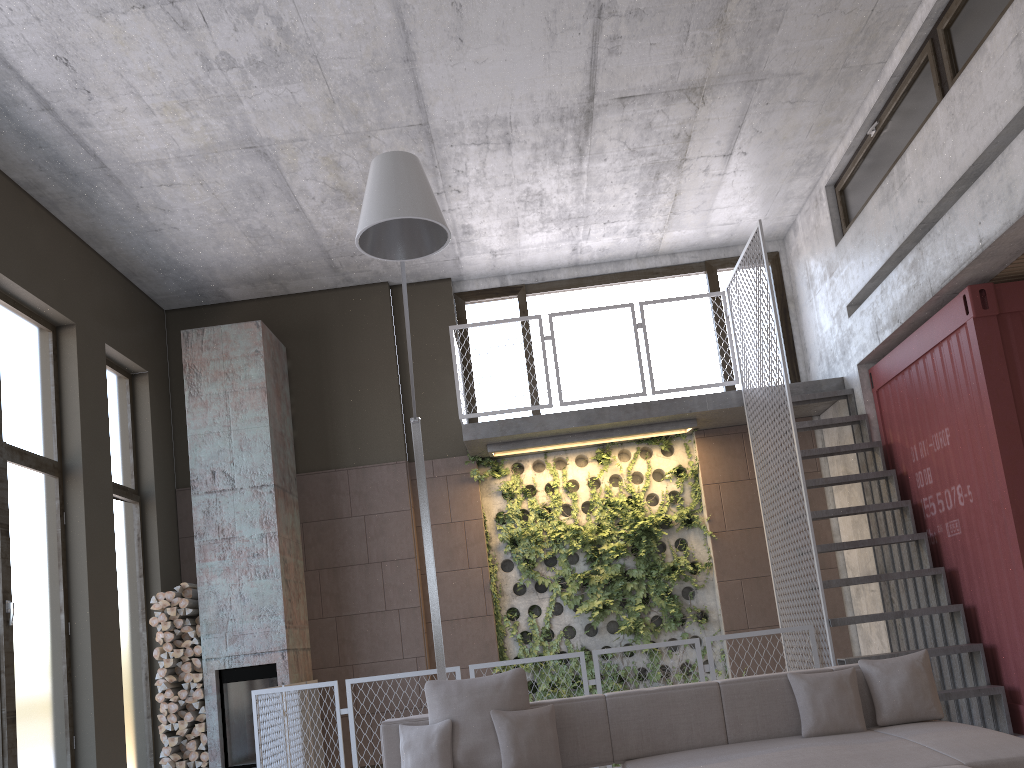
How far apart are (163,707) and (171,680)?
0.24m

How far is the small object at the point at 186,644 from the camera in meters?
8.0 m

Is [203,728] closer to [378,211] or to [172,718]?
[172,718]

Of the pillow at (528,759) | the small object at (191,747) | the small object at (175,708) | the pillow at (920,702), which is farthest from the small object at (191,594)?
the pillow at (920,702)

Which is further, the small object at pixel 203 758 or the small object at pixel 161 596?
the small object at pixel 161 596

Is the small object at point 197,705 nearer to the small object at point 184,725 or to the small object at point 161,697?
the small object at point 184,725

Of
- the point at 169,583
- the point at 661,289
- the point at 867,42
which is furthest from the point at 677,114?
the point at 169,583

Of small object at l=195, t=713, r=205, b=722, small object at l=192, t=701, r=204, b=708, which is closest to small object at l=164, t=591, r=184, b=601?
small object at l=192, t=701, r=204, b=708

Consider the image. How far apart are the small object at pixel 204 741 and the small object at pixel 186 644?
0.8 meters

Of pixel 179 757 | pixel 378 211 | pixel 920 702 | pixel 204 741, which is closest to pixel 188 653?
pixel 204 741
